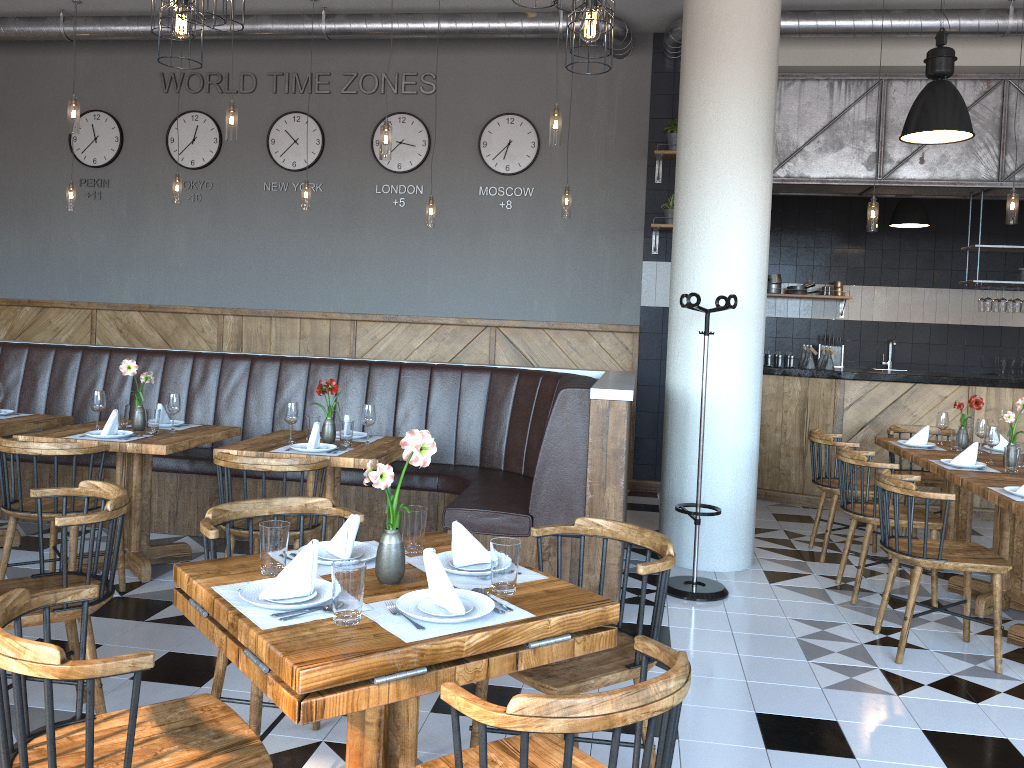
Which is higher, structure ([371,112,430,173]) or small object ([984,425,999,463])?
structure ([371,112,430,173])

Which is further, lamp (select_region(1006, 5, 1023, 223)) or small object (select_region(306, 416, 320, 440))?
lamp (select_region(1006, 5, 1023, 223))

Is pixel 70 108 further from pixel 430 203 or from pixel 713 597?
pixel 713 597

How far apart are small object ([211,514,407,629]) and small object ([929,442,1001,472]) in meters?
3.6

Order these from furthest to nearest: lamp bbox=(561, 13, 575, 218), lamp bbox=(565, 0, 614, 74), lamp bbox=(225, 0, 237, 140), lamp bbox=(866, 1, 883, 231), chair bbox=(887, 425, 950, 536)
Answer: lamp bbox=(561, 13, 575, 218) < lamp bbox=(866, 1, 883, 231) < chair bbox=(887, 425, 950, 536) < lamp bbox=(225, 0, 237, 140) < lamp bbox=(565, 0, 614, 74)

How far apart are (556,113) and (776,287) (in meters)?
5.36

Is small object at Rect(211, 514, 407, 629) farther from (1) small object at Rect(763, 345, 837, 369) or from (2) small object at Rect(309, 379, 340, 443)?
(1) small object at Rect(763, 345, 837, 369)

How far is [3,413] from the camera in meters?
5.3

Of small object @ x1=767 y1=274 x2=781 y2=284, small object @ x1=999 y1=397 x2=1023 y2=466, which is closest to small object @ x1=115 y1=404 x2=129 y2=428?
small object @ x1=999 y1=397 x2=1023 y2=466

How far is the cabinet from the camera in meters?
7.3
